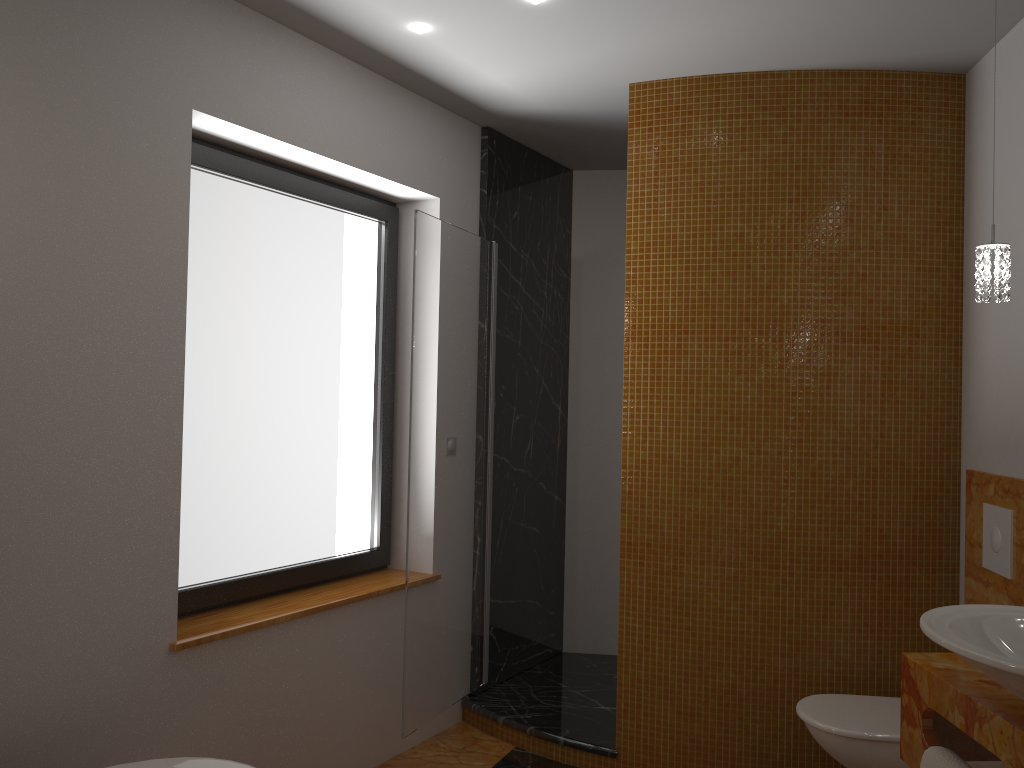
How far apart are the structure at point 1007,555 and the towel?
1.0m

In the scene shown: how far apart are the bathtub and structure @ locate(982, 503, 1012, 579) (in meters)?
2.17

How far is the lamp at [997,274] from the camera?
2.04m

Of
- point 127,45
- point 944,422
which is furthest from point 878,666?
point 127,45

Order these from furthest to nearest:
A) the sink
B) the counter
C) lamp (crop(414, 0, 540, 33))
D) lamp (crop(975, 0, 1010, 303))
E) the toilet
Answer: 1. lamp (crop(414, 0, 540, 33))
2. the toilet
3. lamp (crop(975, 0, 1010, 303))
4. the counter
5. the sink

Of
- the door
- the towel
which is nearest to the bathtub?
the door

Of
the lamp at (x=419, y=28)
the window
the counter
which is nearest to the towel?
the counter

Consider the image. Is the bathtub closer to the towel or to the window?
the window

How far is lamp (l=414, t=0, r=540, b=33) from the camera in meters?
2.8

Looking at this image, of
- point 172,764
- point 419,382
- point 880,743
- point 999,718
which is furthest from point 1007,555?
point 172,764
